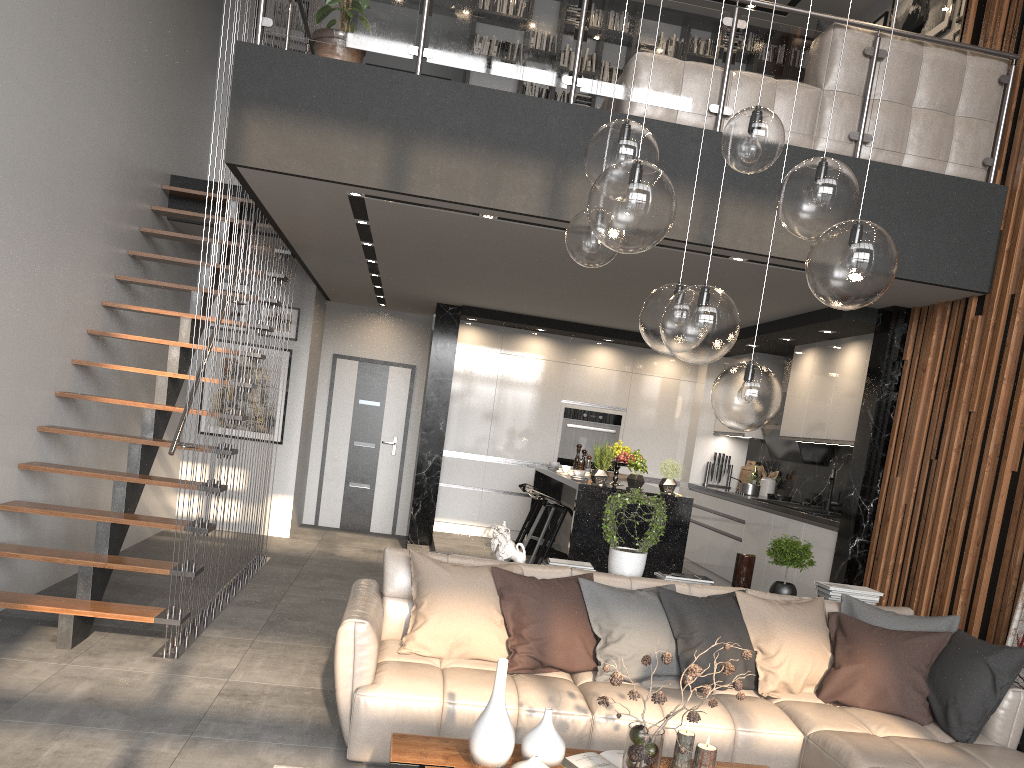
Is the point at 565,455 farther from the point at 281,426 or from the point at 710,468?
the point at 281,426

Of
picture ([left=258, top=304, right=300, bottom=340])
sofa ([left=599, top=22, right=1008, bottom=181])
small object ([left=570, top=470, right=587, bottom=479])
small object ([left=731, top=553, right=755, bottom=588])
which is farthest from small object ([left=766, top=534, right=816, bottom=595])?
picture ([left=258, top=304, right=300, bottom=340])

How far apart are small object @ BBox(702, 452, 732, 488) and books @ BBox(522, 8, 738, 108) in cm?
407

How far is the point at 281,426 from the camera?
9.2m

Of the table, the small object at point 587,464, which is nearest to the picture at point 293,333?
the small object at point 587,464

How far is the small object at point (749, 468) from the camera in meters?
9.3

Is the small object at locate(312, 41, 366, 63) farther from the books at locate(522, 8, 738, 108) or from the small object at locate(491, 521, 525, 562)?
the books at locate(522, 8, 738, 108)

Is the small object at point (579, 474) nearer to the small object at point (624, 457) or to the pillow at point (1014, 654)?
the small object at point (624, 457)

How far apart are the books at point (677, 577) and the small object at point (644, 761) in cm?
198

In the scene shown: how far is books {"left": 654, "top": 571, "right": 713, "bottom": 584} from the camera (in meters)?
4.84
